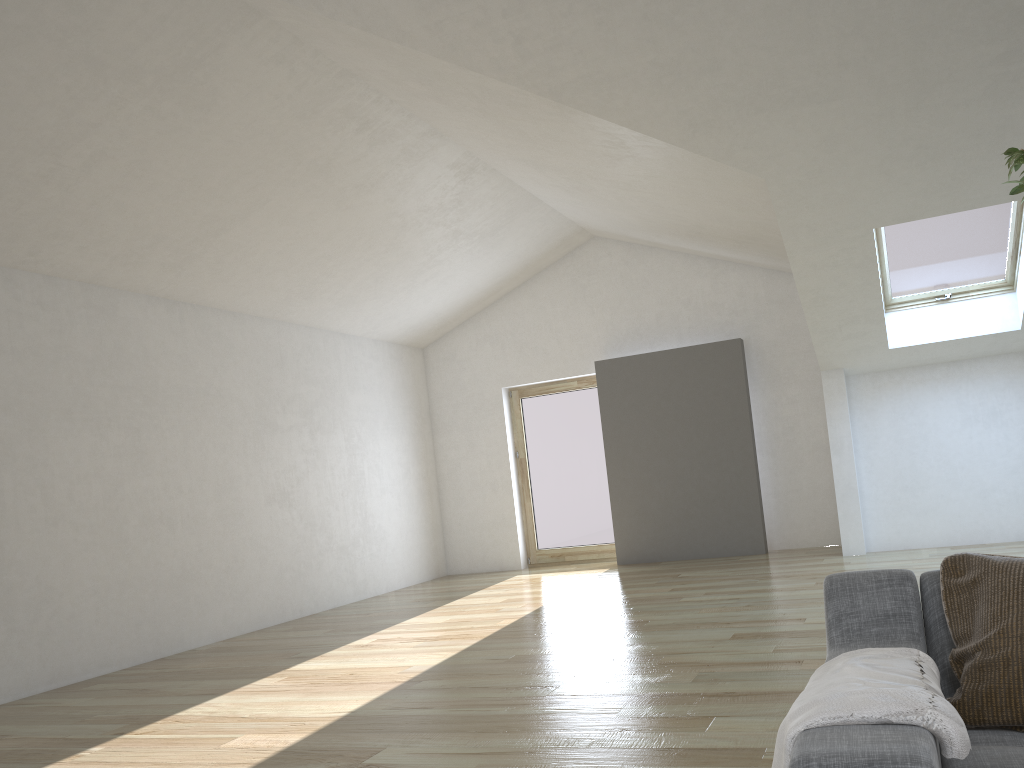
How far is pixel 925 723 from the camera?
1.35m

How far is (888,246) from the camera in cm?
702

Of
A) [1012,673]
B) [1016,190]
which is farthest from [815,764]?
[1016,190]

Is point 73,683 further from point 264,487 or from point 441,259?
point 441,259

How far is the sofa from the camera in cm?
127

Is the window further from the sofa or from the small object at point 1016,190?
the sofa

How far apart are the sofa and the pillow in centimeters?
2cm

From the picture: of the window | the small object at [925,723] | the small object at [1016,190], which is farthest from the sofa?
the window

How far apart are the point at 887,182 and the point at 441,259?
4.49m

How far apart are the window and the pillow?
5.5m
